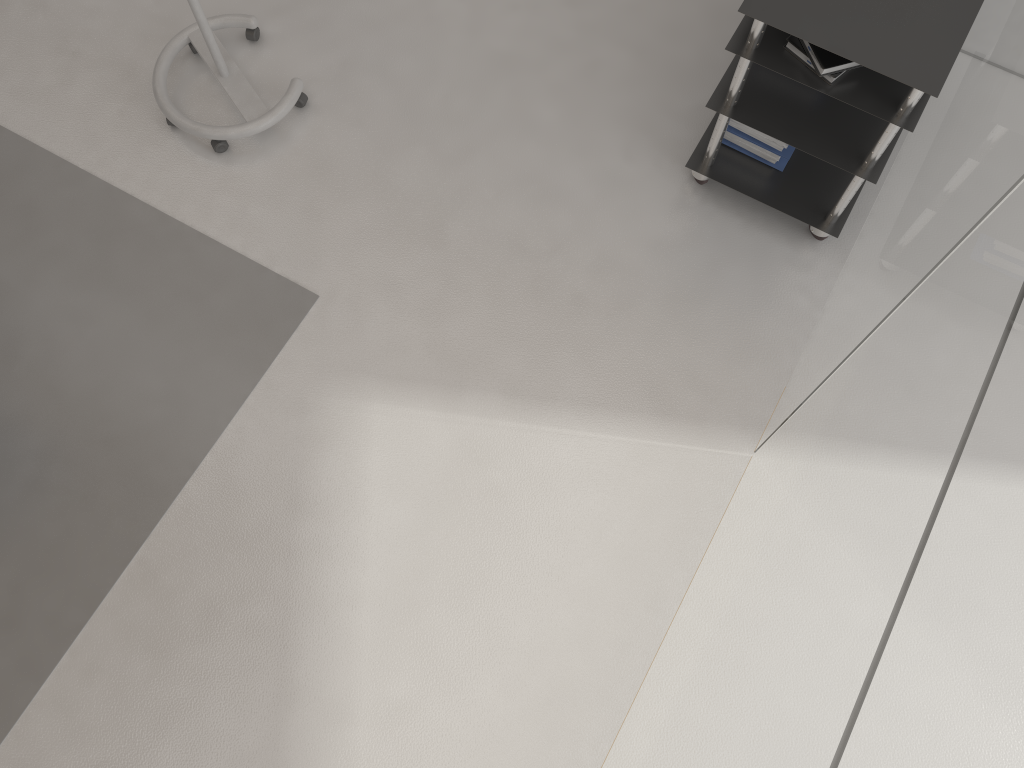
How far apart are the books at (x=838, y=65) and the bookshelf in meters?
0.0 m

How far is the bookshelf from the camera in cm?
235

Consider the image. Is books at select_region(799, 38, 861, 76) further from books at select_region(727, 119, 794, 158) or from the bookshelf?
books at select_region(727, 119, 794, 158)

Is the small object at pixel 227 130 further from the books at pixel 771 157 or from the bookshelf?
the books at pixel 771 157

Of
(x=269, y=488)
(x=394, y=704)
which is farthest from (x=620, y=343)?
(x=394, y=704)

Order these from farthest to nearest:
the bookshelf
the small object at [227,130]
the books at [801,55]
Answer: the small object at [227,130] < the books at [801,55] < the bookshelf

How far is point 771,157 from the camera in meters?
3.0 m

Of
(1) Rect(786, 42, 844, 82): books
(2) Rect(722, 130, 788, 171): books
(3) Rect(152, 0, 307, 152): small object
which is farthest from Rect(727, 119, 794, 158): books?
(3) Rect(152, 0, 307, 152): small object

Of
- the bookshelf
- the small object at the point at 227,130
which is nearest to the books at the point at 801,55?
the bookshelf

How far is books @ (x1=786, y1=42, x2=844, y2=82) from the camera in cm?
250
